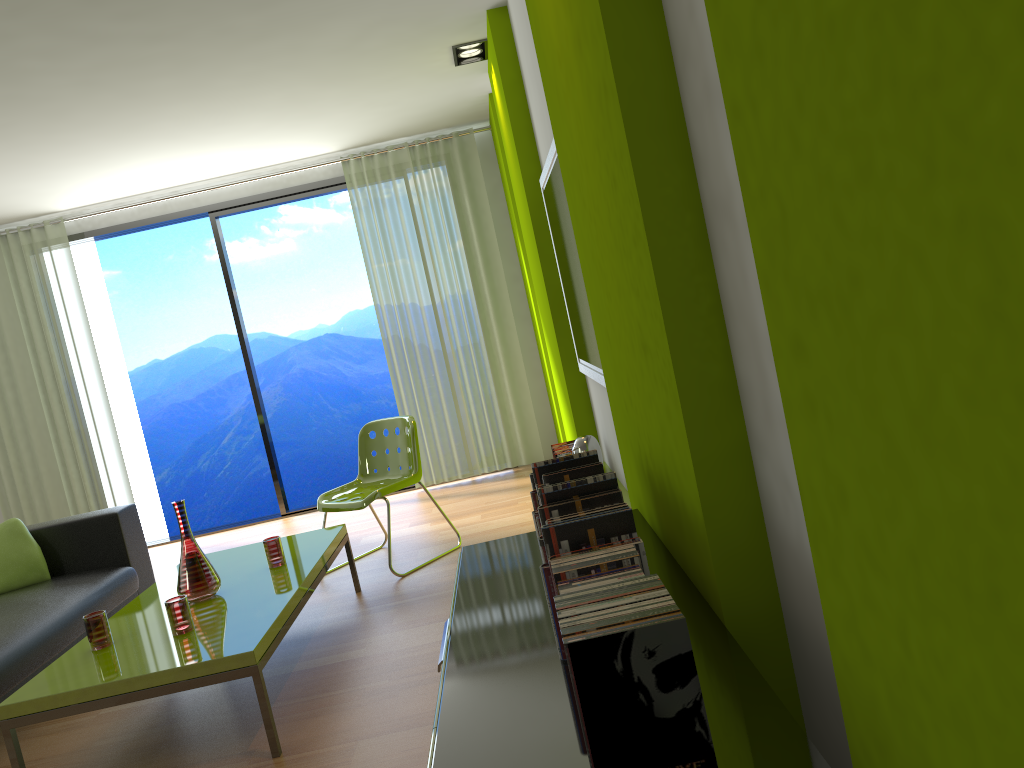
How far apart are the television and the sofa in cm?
248

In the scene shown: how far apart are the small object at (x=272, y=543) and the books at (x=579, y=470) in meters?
2.1 m

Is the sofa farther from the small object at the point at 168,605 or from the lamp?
the lamp

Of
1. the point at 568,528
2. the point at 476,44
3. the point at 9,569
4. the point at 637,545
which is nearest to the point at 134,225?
the point at 9,569

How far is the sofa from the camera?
3.5 meters

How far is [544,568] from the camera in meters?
1.5 m

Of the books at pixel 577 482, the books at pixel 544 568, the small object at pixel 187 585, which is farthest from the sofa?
the books at pixel 544 568

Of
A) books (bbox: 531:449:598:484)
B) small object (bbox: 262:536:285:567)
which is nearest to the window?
small object (bbox: 262:536:285:567)

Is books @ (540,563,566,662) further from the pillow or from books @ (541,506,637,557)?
the pillow

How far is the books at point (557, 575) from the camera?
1.4m
